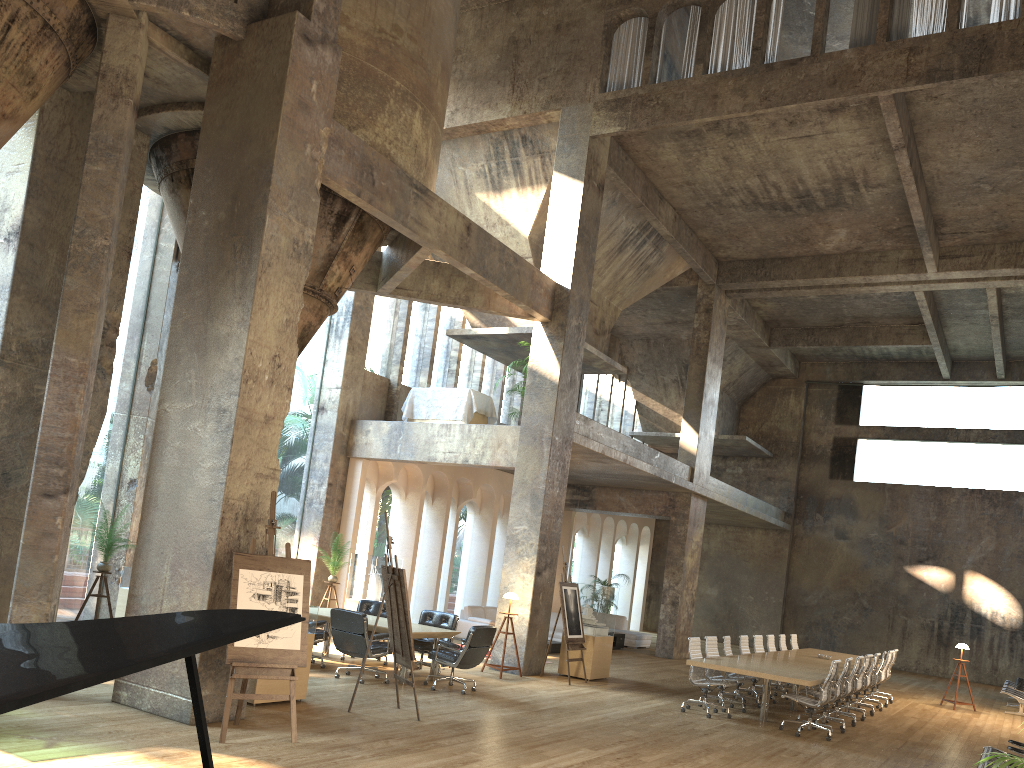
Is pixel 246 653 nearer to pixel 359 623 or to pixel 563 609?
pixel 359 623

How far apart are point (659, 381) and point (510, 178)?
12.08m

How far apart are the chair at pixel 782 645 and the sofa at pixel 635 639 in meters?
5.3

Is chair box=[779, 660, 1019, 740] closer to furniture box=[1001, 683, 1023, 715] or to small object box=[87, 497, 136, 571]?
furniture box=[1001, 683, 1023, 715]

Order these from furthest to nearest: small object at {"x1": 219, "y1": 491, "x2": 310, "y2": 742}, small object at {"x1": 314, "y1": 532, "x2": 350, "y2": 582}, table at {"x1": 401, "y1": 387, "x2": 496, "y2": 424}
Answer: table at {"x1": 401, "y1": 387, "x2": 496, "y2": 424}
small object at {"x1": 314, "y1": 532, "x2": 350, "y2": 582}
small object at {"x1": 219, "y1": 491, "x2": 310, "y2": 742}

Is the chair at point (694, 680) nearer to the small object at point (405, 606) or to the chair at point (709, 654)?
the chair at point (709, 654)

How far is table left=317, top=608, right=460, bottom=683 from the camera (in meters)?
11.10

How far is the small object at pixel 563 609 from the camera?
13.3 meters

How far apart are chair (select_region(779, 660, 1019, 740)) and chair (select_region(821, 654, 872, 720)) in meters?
2.3

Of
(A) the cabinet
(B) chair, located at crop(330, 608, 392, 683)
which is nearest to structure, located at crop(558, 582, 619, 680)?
(B) chair, located at crop(330, 608, 392, 683)
